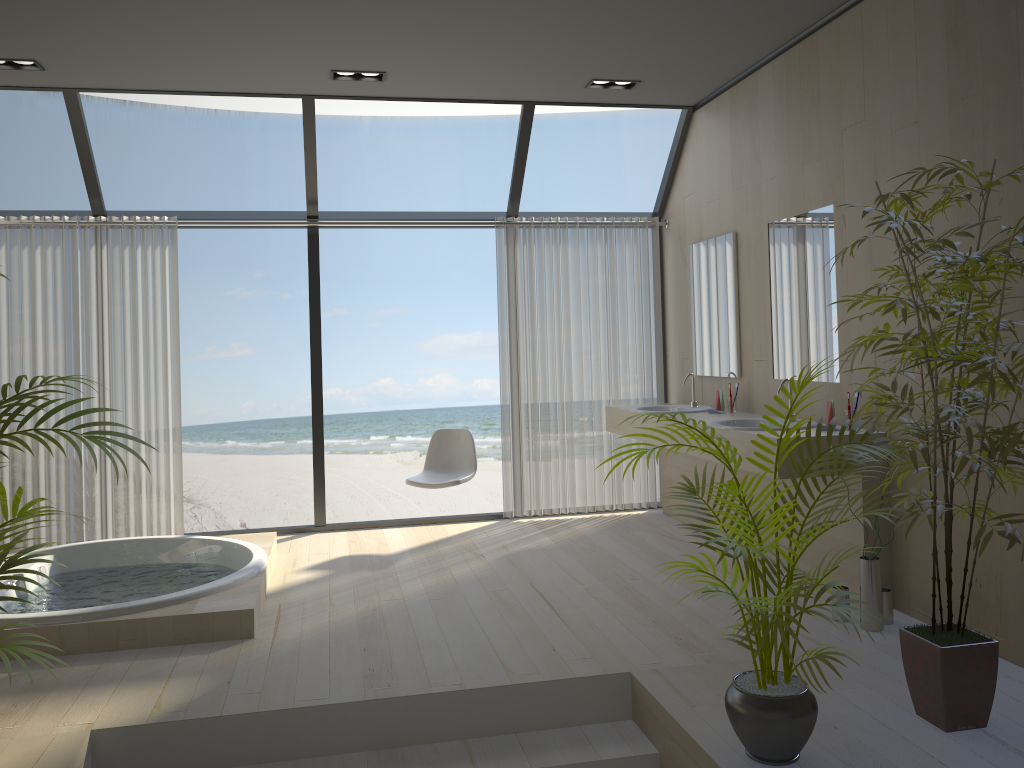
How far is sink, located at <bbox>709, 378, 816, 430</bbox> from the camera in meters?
4.6

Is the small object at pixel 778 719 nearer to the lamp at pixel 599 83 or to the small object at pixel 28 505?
the small object at pixel 28 505

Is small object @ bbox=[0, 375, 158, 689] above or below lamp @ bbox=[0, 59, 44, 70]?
below

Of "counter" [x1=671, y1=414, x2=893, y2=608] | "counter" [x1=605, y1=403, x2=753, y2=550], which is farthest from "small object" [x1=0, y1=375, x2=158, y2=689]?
"counter" [x1=605, y1=403, x2=753, y2=550]

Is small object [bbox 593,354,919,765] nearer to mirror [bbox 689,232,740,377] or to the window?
mirror [bbox 689,232,740,377]

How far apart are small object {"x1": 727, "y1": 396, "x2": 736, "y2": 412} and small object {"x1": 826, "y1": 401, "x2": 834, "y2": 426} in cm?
110

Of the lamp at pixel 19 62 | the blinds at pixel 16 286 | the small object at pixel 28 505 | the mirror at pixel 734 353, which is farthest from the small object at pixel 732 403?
the lamp at pixel 19 62

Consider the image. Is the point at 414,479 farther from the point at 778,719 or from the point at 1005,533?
the point at 1005,533

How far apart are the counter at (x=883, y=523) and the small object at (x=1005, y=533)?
0.8m

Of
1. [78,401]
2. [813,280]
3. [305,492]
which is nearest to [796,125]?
[813,280]
